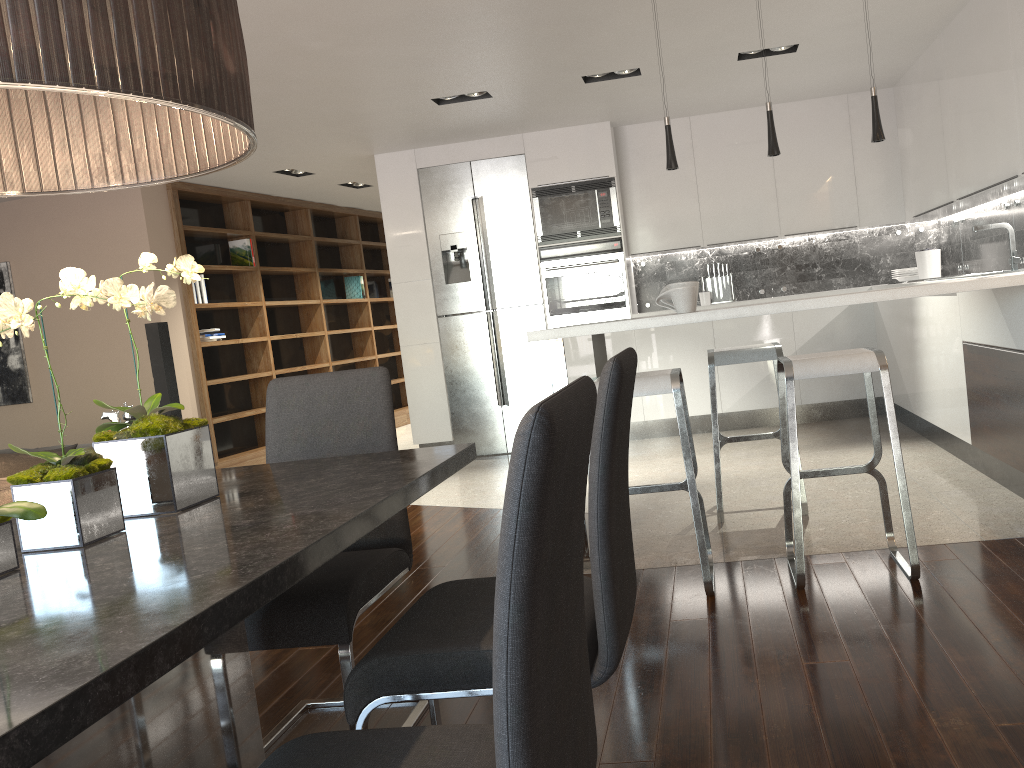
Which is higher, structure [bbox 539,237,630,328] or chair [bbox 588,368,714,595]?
structure [bbox 539,237,630,328]

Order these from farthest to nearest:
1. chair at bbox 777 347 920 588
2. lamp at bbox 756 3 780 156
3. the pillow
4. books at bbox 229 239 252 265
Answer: books at bbox 229 239 252 265, lamp at bbox 756 3 780 156, the pillow, chair at bbox 777 347 920 588

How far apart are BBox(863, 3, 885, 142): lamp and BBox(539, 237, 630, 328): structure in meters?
3.1 m

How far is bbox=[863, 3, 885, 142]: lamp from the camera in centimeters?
377cm

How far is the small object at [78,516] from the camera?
1.51m

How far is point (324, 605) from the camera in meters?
2.1

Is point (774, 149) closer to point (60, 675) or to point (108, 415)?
point (60, 675)

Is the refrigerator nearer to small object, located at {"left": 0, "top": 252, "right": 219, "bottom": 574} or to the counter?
the counter

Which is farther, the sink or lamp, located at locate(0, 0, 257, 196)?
the sink

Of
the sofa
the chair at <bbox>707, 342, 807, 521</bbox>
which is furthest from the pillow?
the chair at <bbox>707, 342, 807, 521</bbox>
